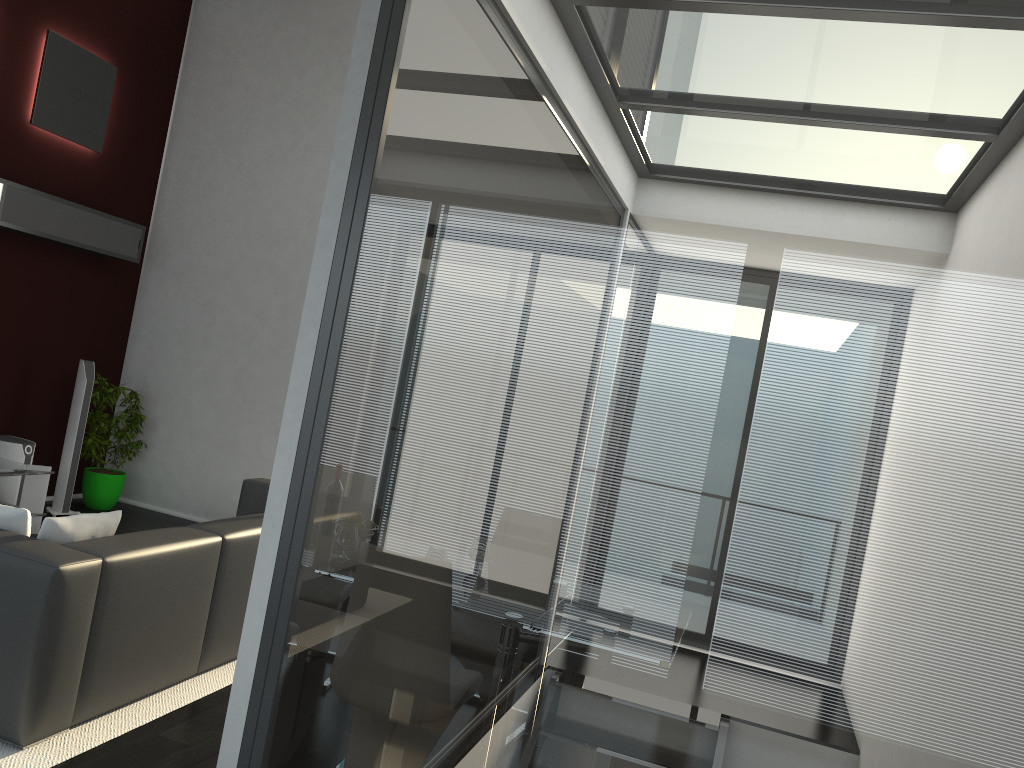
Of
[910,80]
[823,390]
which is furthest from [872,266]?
[910,80]

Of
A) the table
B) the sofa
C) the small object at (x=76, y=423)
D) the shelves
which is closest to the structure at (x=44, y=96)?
the shelves

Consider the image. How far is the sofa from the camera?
3.05m

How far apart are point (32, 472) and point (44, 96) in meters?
2.7 m

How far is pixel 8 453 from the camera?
6.2 meters

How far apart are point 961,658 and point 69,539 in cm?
311

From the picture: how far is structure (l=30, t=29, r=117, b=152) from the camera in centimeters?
627cm

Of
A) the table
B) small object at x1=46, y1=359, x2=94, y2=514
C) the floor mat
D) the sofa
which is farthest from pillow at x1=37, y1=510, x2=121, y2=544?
small object at x1=46, y1=359, x2=94, y2=514

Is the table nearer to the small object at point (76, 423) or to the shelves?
the small object at point (76, 423)

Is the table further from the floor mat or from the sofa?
the floor mat
